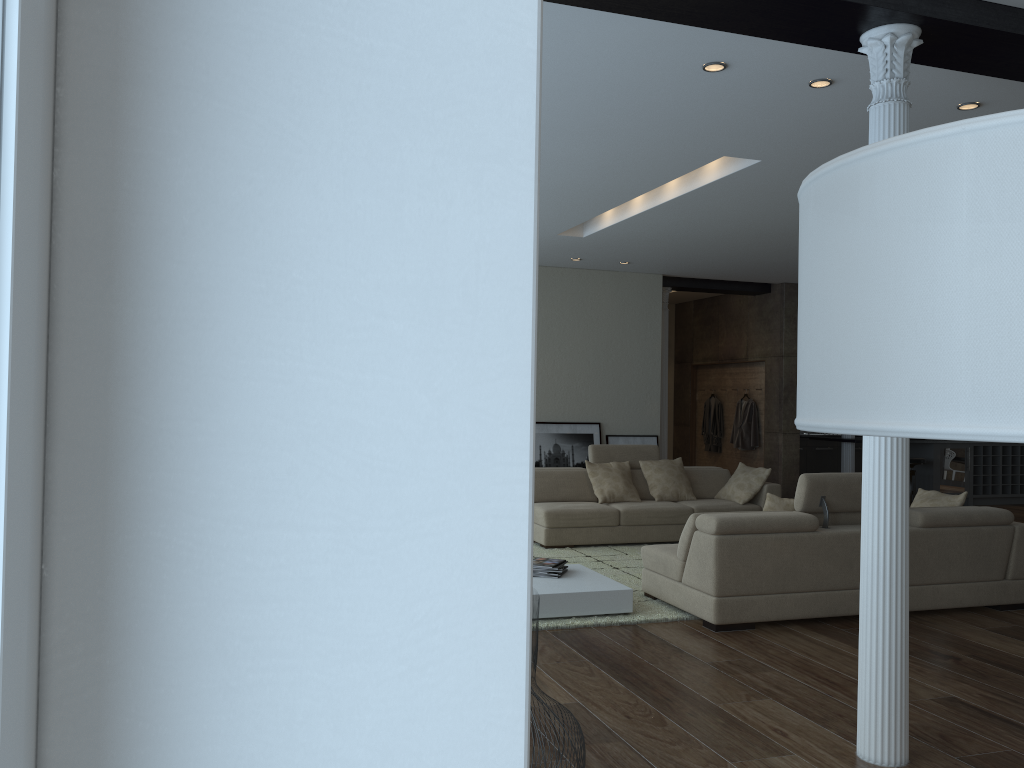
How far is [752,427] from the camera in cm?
1222

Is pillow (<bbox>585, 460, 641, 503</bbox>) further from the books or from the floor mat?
the books

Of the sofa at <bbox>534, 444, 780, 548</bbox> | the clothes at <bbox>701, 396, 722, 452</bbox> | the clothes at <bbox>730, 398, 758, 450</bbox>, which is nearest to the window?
the sofa at <bbox>534, 444, 780, 548</bbox>

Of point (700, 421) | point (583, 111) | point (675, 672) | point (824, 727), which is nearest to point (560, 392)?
point (700, 421)

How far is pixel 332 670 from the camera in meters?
0.6

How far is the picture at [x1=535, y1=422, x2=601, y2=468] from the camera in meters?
10.5 m

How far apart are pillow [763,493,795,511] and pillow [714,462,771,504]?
3.0m

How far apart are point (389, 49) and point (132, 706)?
0.5m

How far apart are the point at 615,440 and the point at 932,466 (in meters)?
4.94

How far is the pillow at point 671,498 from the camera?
9.0m
